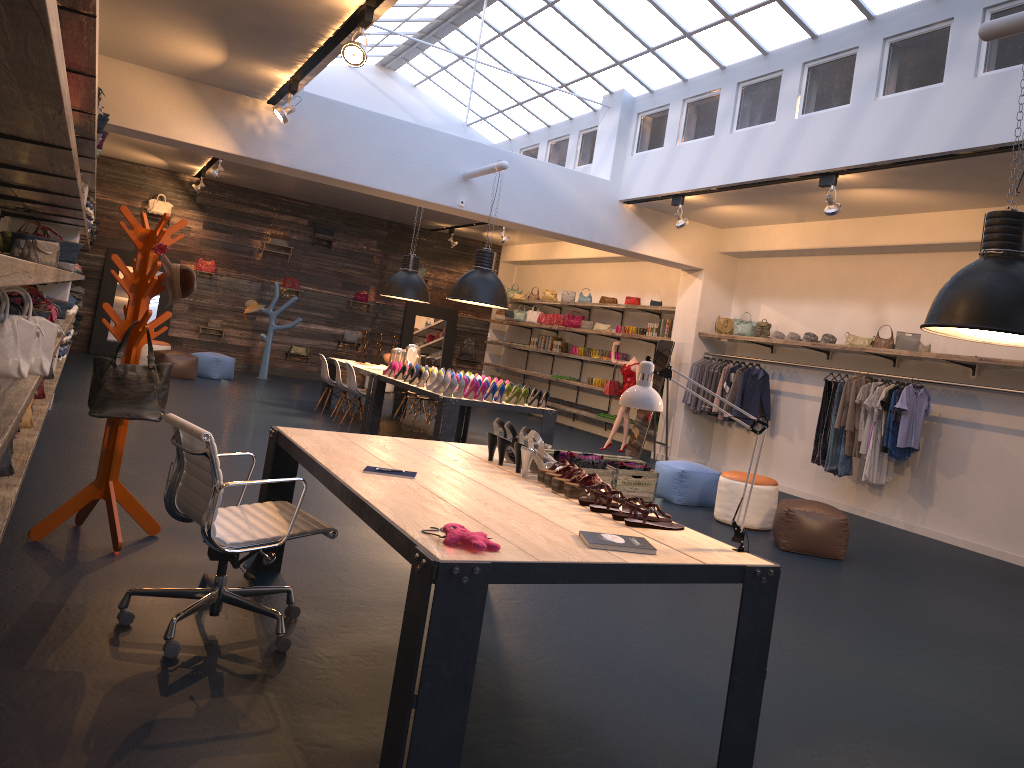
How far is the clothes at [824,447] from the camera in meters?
9.9

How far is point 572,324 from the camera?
16.2m

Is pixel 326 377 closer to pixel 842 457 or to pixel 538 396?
pixel 538 396

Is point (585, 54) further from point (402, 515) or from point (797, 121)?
point (402, 515)

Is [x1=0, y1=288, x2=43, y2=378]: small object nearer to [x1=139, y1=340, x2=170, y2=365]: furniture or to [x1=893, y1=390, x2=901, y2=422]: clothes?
[x1=893, y1=390, x2=901, y2=422]: clothes

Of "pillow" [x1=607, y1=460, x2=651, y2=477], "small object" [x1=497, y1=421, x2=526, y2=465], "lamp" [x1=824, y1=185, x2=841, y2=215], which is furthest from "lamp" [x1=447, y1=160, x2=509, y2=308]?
"small object" [x1=497, y1=421, x2=526, y2=465]

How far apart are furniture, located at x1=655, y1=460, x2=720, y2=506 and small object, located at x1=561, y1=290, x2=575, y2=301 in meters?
7.8 m

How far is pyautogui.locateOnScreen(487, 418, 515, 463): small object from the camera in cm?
446

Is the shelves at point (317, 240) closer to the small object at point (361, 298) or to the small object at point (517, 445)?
the small object at point (361, 298)

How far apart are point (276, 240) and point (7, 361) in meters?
14.3
